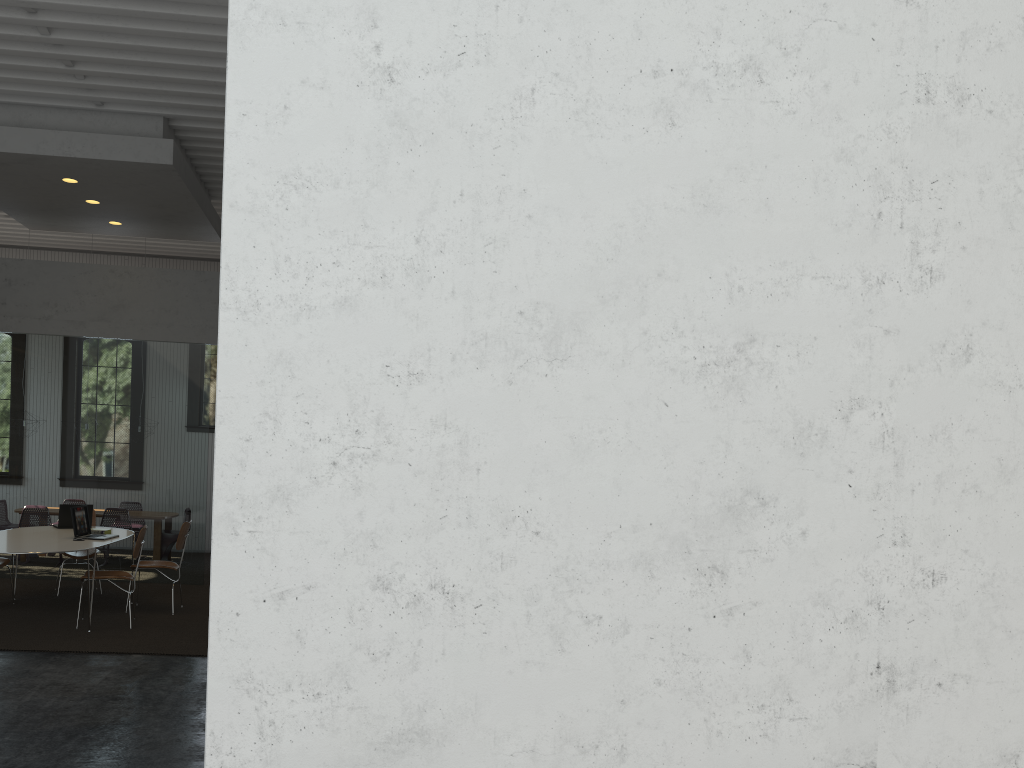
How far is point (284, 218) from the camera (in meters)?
2.11

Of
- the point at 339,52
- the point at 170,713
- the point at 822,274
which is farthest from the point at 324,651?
the point at 170,713

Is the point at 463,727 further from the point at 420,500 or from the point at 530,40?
the point at 530,40

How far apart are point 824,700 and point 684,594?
0.5m
